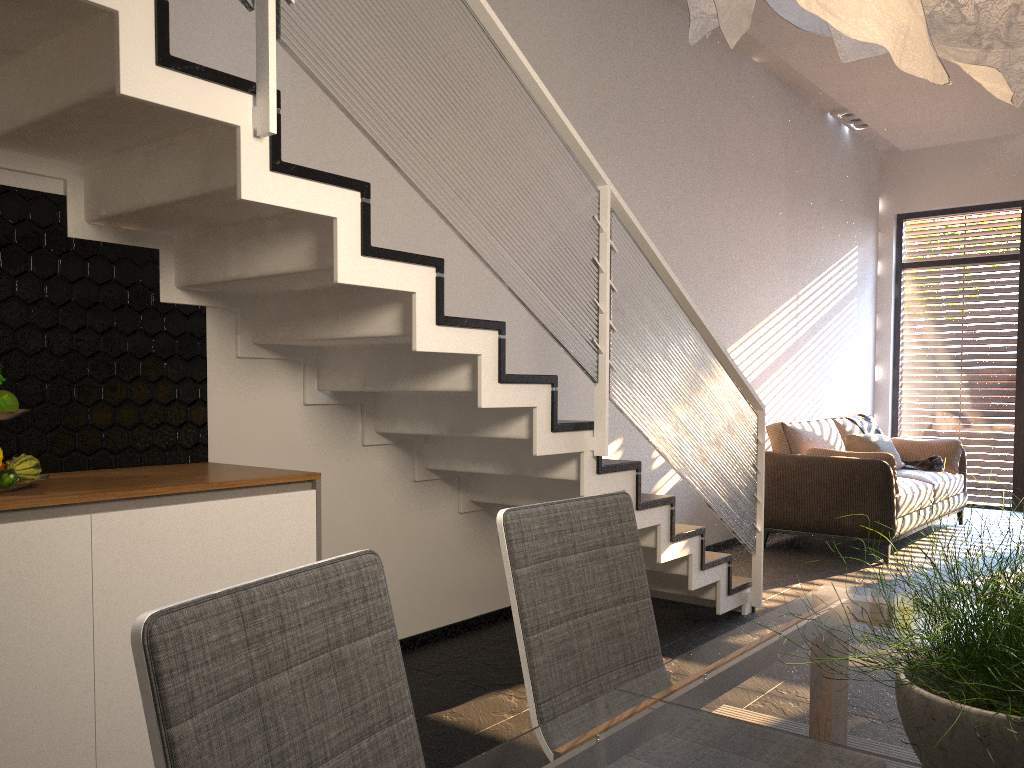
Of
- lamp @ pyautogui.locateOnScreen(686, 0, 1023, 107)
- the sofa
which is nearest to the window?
the sofa

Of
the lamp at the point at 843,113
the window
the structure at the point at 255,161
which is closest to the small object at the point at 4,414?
the structure at the point at 255,161

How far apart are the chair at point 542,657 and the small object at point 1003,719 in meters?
0.7

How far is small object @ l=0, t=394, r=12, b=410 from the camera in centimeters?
213cm

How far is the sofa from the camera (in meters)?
5.80

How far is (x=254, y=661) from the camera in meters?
1.0 m

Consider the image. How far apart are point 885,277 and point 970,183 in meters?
1.1

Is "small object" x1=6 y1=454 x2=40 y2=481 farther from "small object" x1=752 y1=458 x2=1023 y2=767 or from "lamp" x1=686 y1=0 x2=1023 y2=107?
"small object" x1=752 y1=458 x2=1023 y2=767

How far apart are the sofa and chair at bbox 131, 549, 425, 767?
5.2m

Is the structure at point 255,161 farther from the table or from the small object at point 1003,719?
the small object at point 1003,719
